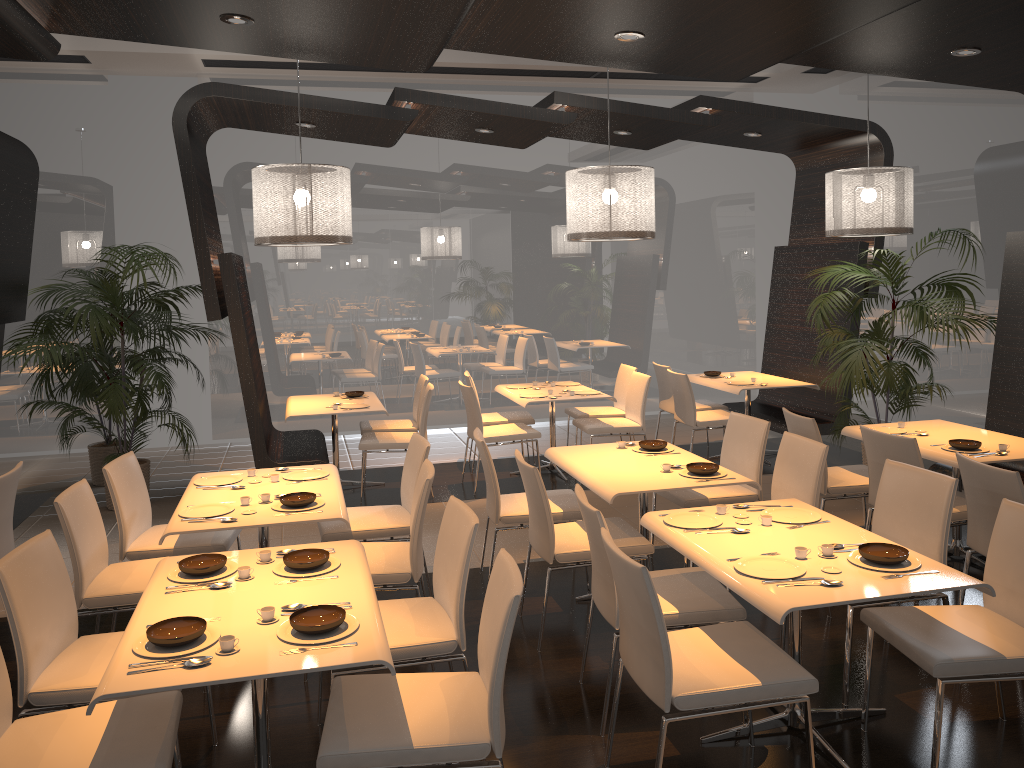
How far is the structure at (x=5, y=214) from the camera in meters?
6.6

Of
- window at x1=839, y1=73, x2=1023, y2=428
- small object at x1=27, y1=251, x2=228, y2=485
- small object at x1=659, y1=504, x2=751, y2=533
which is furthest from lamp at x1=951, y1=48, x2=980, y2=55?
small object at x1=27, y1=251, x2=228, y2=485

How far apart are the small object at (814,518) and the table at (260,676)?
1.6 meters

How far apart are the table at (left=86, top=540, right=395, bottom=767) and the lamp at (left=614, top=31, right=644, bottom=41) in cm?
290

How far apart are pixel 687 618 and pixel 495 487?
1.64m

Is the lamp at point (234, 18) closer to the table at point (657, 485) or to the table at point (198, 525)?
the table at point (198, 525)

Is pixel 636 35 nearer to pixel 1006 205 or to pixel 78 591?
pixel 78 591

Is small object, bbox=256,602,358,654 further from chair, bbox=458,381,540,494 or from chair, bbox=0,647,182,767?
chair, bbox=458,381,540,494

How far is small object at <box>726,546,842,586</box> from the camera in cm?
309

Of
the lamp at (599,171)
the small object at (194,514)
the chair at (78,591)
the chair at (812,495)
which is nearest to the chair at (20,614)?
the chair at (78,591)
